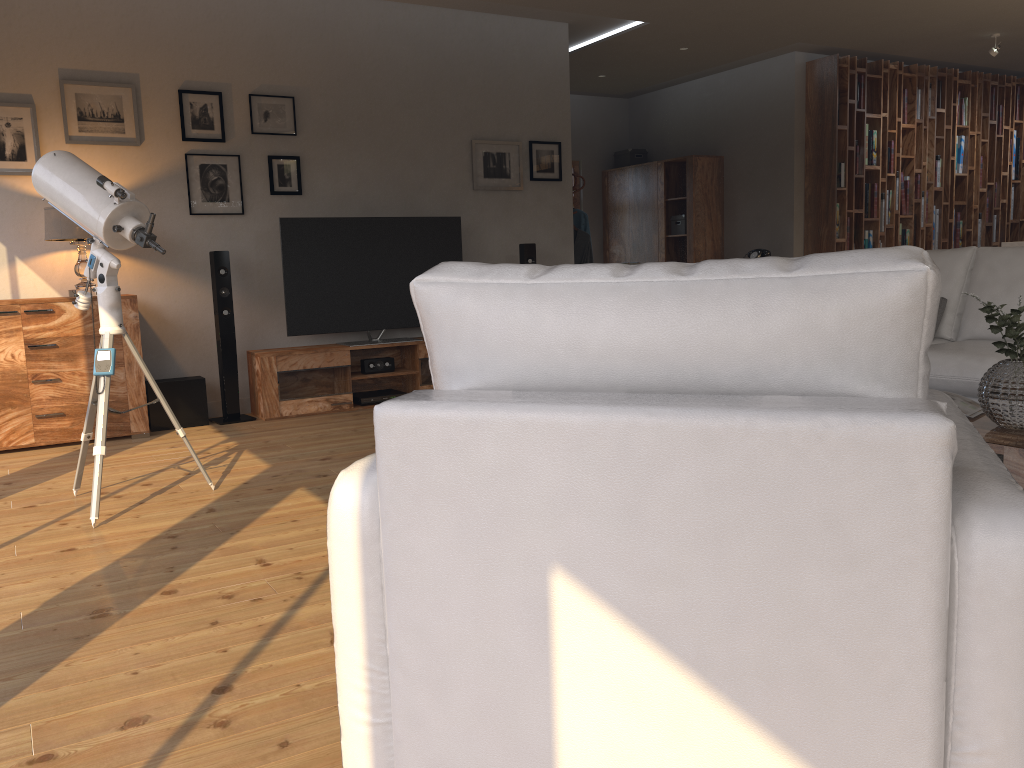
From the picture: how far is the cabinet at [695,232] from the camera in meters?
9.1 m

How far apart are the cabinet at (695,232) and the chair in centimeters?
742cm

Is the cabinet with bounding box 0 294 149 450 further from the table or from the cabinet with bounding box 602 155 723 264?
the cabinet with bounding box 602 155 723 264

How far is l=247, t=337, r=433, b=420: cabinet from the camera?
5.69m

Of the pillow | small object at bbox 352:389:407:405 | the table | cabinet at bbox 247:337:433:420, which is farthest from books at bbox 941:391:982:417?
small object at bbox 352:389:407:405

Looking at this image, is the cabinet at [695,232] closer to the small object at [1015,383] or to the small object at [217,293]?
the small object at [217,293]

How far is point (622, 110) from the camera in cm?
1036

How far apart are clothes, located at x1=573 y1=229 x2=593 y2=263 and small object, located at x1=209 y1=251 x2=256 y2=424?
3.4m

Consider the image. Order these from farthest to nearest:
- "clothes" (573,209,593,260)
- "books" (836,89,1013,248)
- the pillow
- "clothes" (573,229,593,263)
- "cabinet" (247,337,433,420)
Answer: "books" (836,89,1013,248) < "clothes" (573,209,593,260) < "clothes" (573,229,593,263) < "cabinet" (247,337,433,420) < the pillow

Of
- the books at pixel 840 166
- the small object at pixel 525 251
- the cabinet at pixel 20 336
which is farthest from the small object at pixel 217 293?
the books at pixel 840 166
